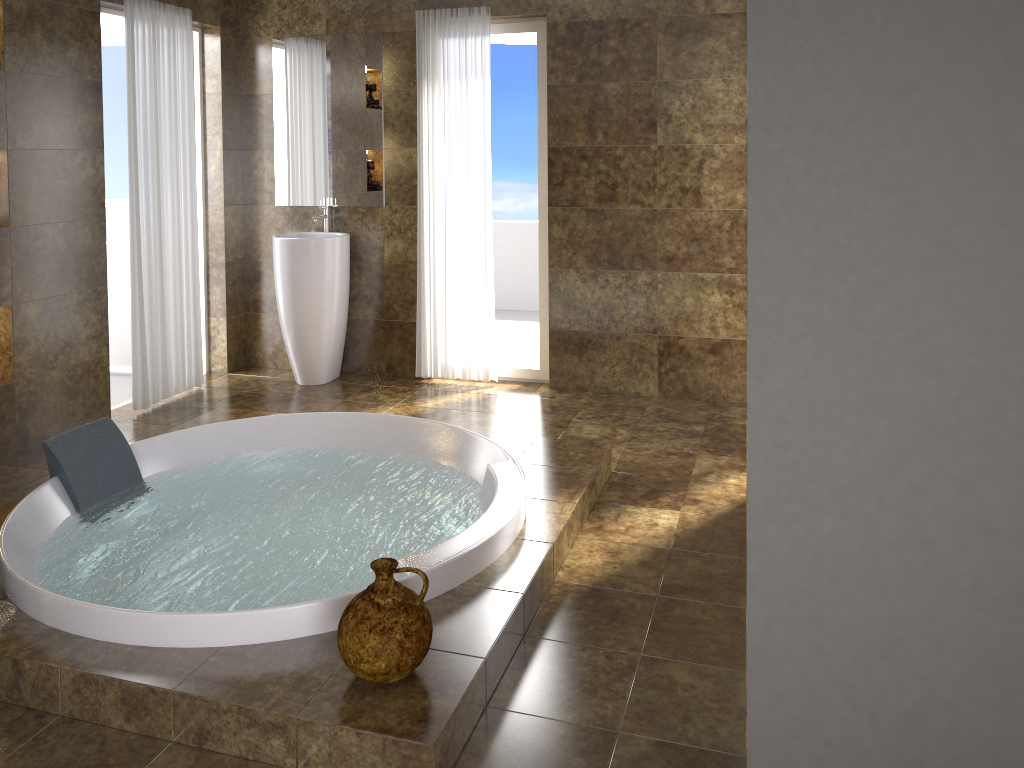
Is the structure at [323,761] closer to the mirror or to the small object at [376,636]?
the small object at [376,636]

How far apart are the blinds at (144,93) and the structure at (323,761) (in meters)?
0.68

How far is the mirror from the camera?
5.1m

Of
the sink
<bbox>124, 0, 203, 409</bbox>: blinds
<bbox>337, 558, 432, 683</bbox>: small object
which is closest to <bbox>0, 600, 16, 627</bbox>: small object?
<bbox>337, 558, 432, 683</bbox>: small object

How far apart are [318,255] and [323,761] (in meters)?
3.40

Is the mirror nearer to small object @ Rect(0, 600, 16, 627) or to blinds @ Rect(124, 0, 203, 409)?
blinds @ Rect(124, 0, 203, 409)

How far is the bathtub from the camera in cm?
248

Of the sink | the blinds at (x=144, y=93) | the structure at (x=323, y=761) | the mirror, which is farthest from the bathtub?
the mirror

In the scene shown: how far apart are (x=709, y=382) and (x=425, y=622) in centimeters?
306cm

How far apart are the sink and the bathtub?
1.21m
